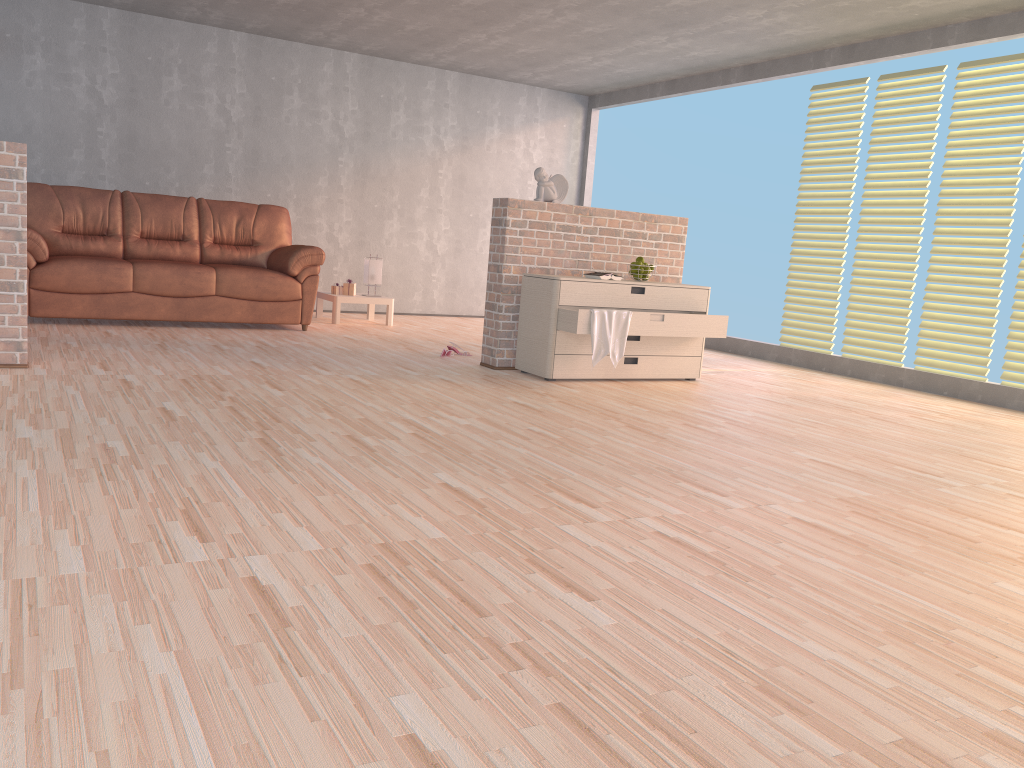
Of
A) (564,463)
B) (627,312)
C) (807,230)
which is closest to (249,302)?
(627,312)

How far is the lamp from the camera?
7.8m

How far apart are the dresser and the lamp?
2.8 meters

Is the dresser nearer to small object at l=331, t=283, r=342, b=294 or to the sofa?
the sofa

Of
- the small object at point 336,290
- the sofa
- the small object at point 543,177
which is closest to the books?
the small object at point 543,177

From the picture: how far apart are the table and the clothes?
3.19m

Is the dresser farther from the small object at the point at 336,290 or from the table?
the small object at the point at 336,290

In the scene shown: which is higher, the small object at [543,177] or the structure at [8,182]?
the small object at [543,177]

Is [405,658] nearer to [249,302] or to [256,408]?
[256,408]

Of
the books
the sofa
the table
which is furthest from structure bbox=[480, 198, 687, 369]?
the table
